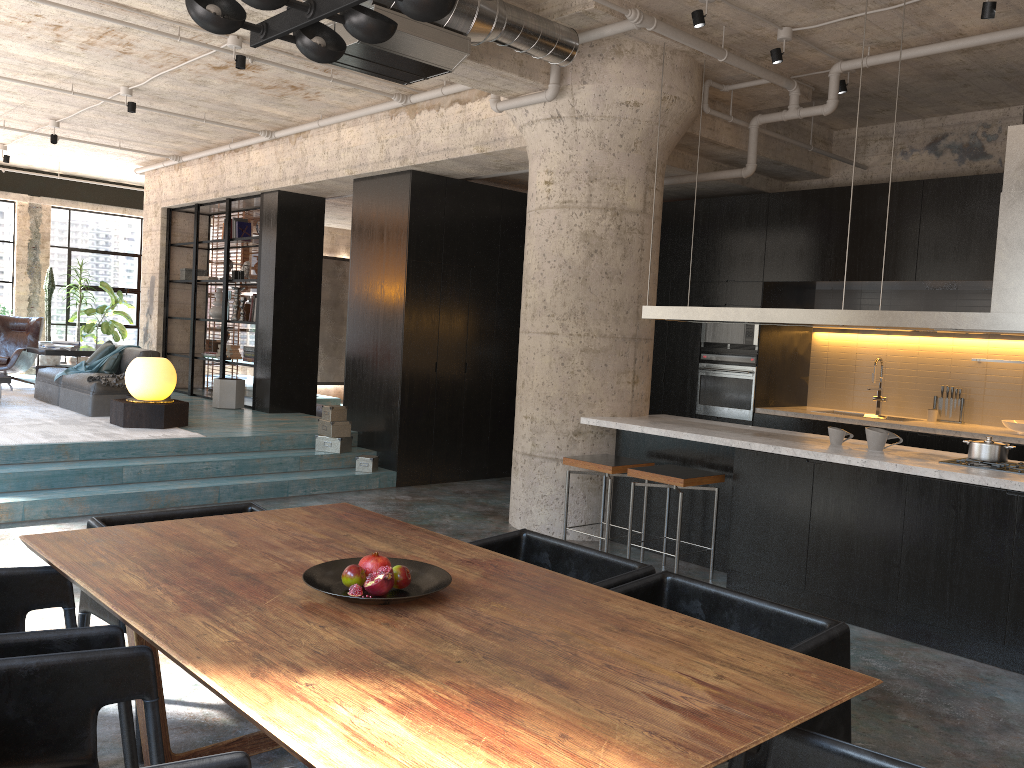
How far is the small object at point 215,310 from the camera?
12.1m

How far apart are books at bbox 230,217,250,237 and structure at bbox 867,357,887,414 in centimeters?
776cm

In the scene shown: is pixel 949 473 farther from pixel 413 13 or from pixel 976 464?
pixel 413 13

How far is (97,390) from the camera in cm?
894

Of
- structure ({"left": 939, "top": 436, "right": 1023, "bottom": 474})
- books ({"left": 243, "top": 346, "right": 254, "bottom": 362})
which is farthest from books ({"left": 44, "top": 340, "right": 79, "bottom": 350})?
structure ({"left": 939, "top": 436, "right": 1023, "bottom": 474})

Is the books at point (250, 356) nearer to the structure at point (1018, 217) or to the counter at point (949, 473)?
the counter at point (949, 473)

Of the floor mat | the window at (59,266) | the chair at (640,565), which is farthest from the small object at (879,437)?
the window at (59,266)

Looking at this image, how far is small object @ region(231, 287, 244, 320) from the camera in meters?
11.7 m

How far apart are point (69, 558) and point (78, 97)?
7.6m

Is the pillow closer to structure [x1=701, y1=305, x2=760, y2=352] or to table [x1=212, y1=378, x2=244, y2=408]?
table [x1=212, y1=378, x2=244, y2=408]
